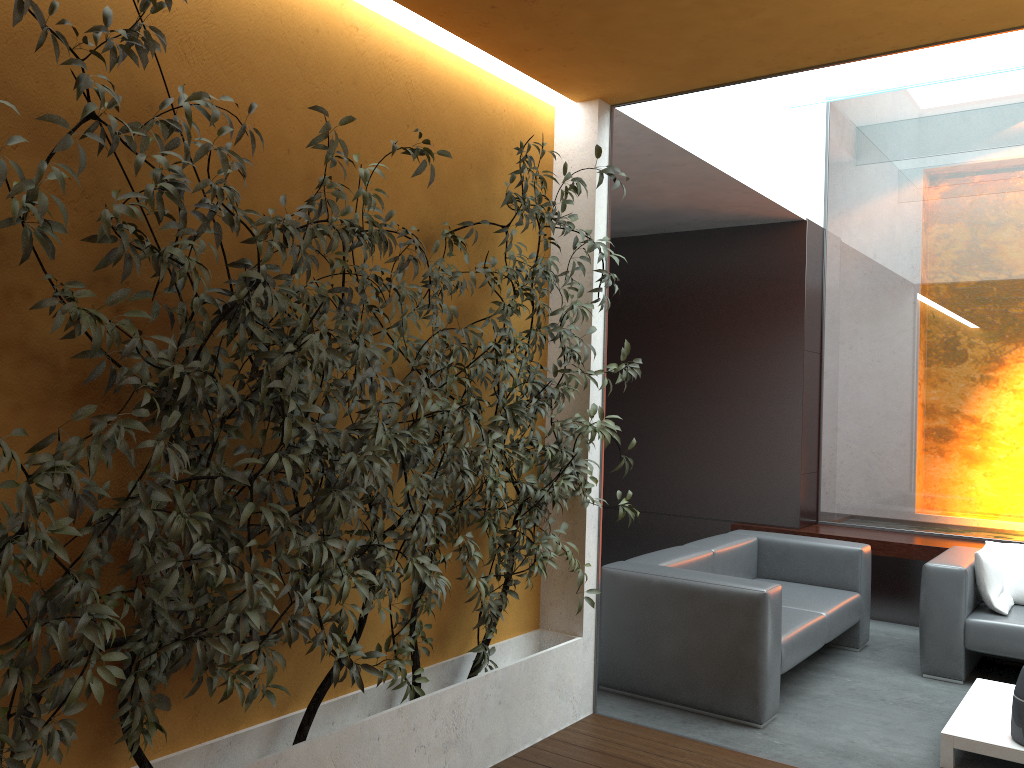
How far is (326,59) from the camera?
3.2 meters

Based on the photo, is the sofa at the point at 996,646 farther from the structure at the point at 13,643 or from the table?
the structure at the point at 13,643

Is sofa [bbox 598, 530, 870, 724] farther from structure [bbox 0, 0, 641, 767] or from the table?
the table

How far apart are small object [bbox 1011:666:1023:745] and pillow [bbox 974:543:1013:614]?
1.4m

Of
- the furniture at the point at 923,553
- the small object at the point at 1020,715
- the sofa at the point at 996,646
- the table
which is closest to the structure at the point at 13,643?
the table

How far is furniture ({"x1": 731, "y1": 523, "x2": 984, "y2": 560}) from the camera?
6.2m

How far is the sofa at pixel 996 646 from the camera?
4.89m

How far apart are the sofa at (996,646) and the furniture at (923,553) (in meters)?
0.56

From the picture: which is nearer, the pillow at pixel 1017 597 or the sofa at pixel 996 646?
the sofa at pixel 996 646

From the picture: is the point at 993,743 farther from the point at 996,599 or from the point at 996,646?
the point at 996,599
